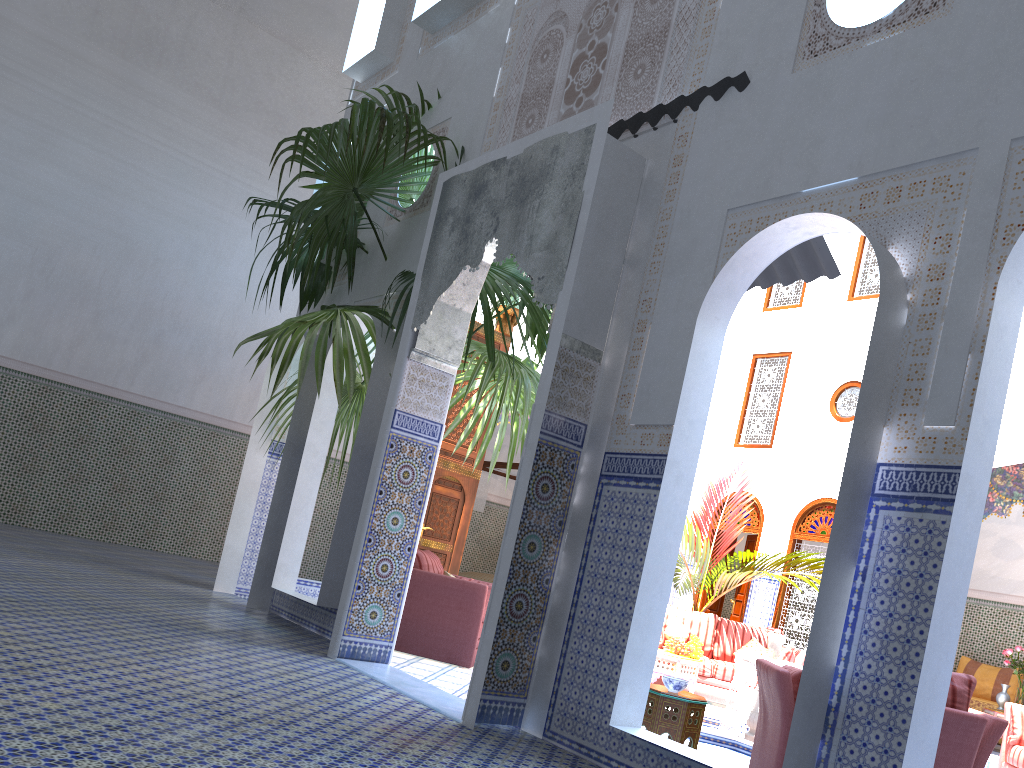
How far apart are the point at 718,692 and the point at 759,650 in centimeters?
51cm

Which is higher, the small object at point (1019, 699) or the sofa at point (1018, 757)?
the small object at point (1019, 699)

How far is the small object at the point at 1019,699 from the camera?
6.9m

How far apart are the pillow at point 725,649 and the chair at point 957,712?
3.5m

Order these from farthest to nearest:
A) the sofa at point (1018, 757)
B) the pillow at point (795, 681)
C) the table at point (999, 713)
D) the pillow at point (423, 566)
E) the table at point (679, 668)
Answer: the table at point (999, 713), the table at point (679, 668), the pillow at point (423, 566), the sofa at point (1018, 757), the pillow at point (795, 681)

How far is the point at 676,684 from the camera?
A: 3.5m

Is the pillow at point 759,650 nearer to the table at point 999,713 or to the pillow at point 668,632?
the pillow at point 668,632

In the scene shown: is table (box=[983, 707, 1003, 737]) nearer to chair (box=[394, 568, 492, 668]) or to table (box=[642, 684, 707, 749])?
chair (box=[394, 568, 492, 668])

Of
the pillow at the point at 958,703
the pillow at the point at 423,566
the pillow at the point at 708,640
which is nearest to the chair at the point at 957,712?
the pillow at the point at 958,703

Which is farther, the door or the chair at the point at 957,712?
the door
